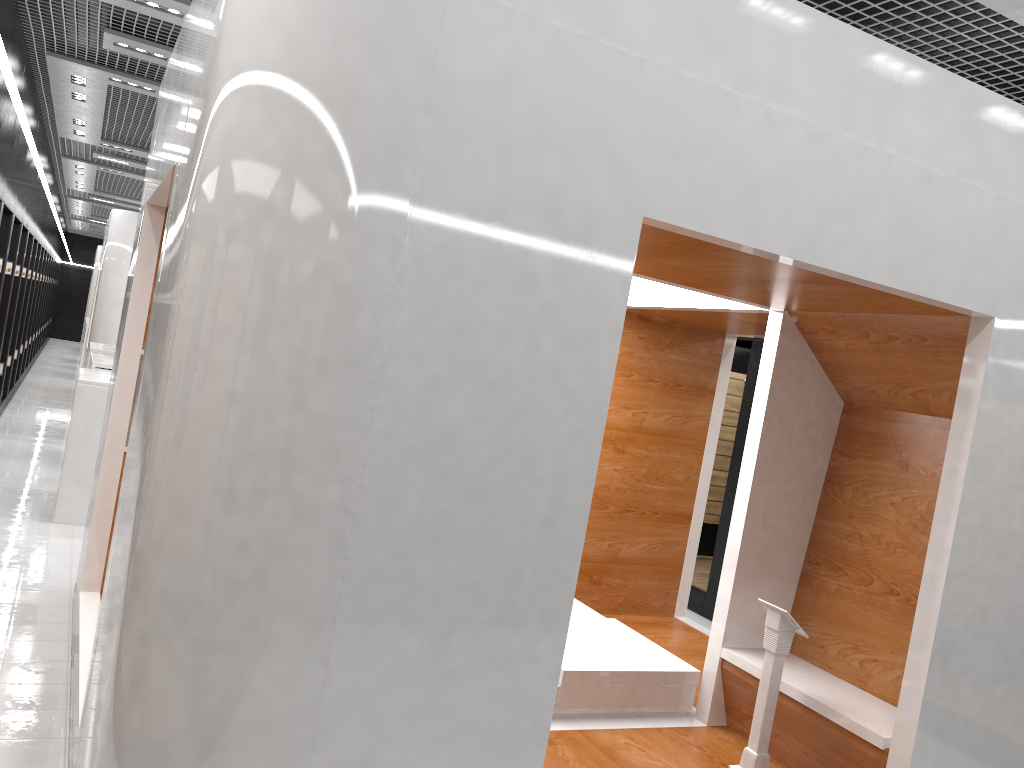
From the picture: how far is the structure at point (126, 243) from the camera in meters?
14.2

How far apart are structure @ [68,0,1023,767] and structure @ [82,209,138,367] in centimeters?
996cm

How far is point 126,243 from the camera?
14.2 meters

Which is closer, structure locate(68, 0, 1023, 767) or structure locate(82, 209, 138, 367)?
structure locate(68, 0, 1023, 767)

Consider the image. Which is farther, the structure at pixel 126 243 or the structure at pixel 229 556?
the structure at pixel 126 243

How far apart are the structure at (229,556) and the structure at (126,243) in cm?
996

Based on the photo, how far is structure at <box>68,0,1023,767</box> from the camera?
2.4 meters

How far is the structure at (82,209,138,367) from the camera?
14.2 meters

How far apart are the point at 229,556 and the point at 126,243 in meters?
13.3
